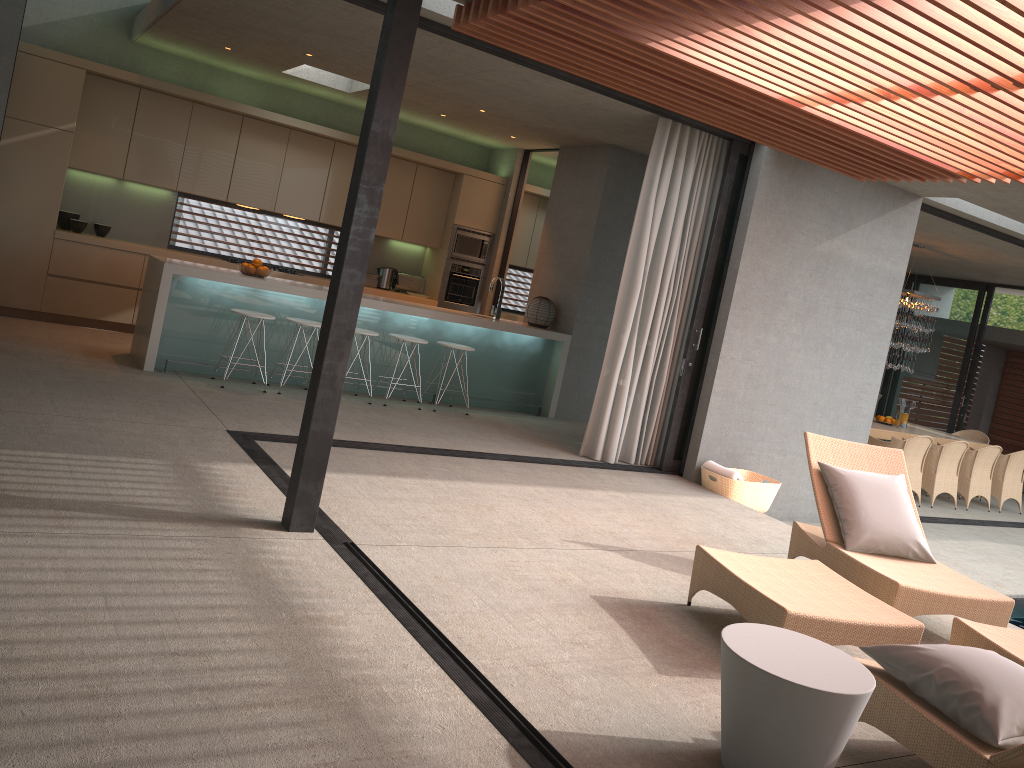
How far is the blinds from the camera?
7.3m

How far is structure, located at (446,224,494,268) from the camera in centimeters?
1067cm

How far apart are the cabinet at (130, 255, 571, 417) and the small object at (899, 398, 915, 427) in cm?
571

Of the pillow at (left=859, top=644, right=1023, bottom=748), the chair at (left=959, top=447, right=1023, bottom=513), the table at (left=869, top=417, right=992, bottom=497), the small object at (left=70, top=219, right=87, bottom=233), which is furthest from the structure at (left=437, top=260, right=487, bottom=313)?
the pillow at (left=859, top=644, right=1023, bottom=748)

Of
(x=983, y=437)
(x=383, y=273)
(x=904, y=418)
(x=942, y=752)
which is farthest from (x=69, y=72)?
(x=904, y=418)

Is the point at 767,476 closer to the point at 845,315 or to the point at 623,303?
the point at 845,315

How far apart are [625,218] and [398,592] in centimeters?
Result: 644cm

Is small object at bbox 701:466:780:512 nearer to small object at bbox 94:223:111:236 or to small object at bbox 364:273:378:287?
small object at bbox 364:273:378:287

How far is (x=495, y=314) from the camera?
9.1 meters

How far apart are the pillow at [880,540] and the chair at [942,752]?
0.6 meters
